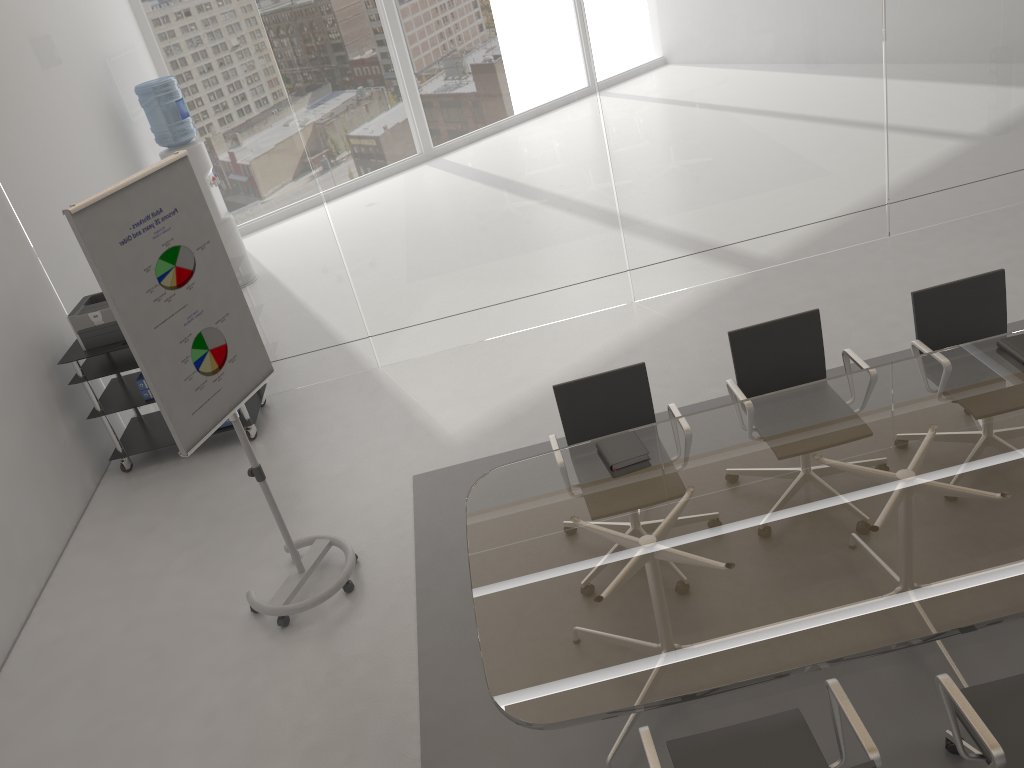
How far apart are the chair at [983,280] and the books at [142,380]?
4.4m

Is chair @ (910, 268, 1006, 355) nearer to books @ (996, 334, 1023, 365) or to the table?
the table

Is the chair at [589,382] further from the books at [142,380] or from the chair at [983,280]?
the books at [142,380]

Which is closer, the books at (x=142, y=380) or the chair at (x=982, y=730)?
the chair at (x=982, y=730)

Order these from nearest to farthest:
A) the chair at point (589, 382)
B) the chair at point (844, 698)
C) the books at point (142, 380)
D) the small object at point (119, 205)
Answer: the chair at point (844, 698), the small object at point (119, 205), the chair at point (589, 382), the books at point (142, 380)

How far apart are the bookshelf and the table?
2.7m

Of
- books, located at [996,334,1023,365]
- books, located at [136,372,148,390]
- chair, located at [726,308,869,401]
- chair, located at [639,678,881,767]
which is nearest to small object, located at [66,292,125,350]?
books, located at [136,372,148,390]

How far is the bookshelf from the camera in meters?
5.5 m

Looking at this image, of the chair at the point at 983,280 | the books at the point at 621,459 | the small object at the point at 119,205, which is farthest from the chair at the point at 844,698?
the small object at the point at 119,205

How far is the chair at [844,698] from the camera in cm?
239
